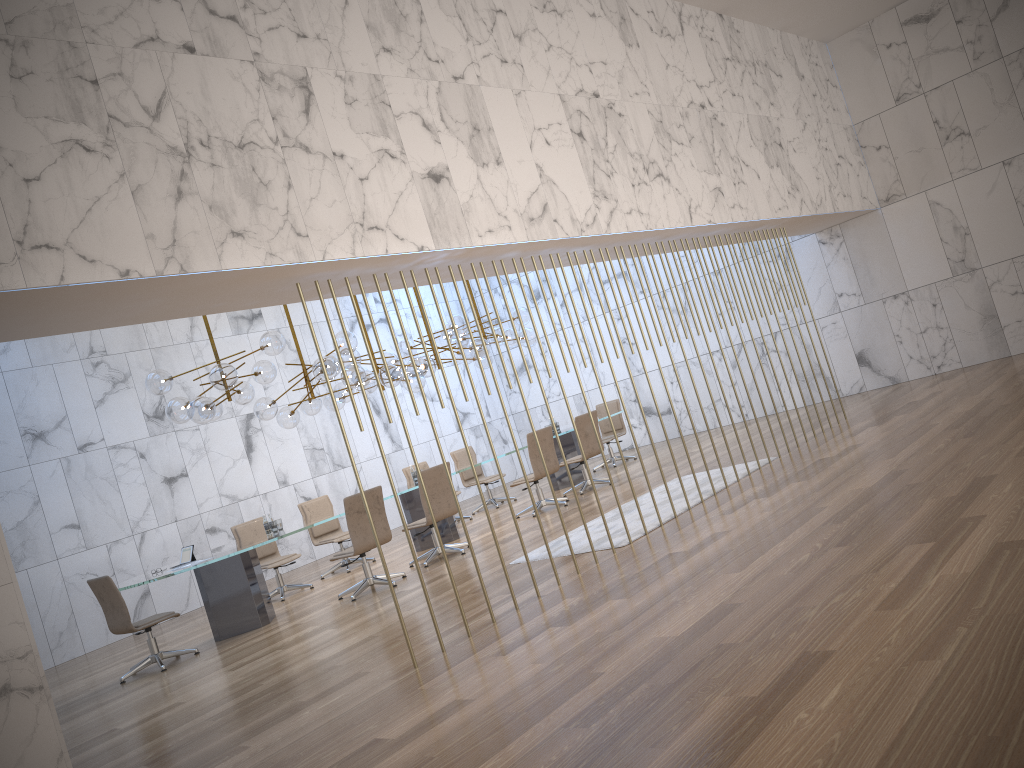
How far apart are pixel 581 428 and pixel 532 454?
1.0 meters

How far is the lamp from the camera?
8.93m

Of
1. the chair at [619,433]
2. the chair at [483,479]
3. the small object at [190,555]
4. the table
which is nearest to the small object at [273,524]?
the table

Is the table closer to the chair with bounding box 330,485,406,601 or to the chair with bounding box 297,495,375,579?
the chair with bounding box 330,485,406,601

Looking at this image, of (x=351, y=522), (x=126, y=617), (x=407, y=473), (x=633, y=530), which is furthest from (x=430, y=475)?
(x=407, y=473)

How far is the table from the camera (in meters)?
8.84

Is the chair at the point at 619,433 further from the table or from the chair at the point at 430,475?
the chair at the point at 430,475

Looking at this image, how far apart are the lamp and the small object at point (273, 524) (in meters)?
1.34

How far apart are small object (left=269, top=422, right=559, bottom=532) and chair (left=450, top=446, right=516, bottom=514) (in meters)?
4.22

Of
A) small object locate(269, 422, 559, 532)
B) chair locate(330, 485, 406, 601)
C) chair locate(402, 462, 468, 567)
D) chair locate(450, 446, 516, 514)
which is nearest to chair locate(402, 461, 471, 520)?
chair locate(450, 446, 516, 514)
